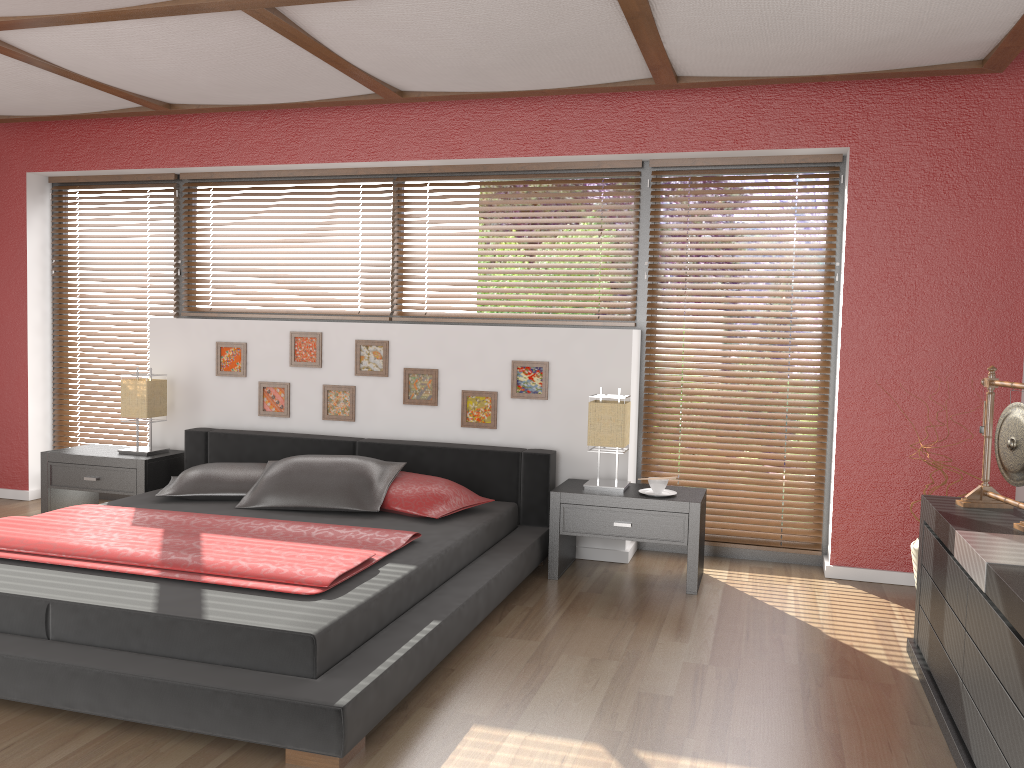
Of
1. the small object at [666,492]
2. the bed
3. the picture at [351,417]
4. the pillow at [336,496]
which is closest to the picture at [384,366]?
the picture at [351,417]

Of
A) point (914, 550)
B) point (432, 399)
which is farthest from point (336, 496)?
point (914, 550)

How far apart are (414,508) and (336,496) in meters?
0.4 m

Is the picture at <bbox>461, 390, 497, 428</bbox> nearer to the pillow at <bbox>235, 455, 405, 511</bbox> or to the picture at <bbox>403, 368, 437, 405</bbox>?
the picture at <bbox>403, 368, 437, 405</bbox>

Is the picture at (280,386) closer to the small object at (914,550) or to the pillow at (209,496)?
the pillow at (209,496)

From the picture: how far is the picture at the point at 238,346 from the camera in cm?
513

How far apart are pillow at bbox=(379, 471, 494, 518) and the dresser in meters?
1.9

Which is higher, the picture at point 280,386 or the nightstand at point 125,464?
the picture at point 280,386

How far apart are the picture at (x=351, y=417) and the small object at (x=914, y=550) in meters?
2.9 m

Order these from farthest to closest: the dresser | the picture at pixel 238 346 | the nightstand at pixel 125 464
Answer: the picture at pixel 238 346
the nightstand at pixel 125 464
the dresser
